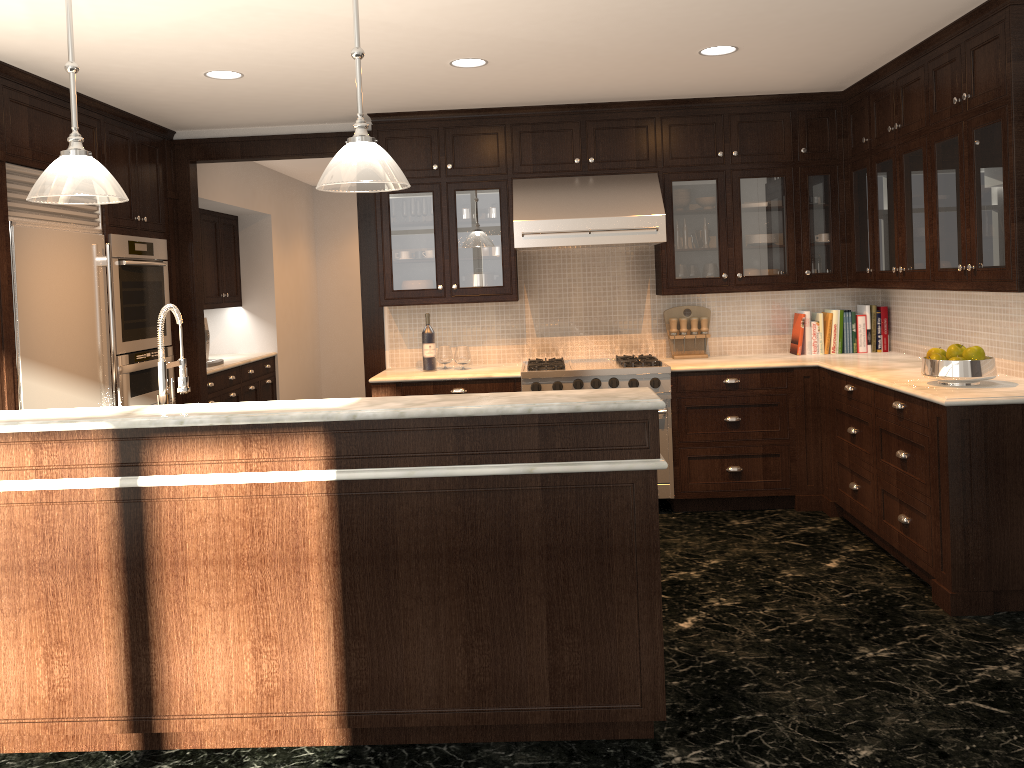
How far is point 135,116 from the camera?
5.36m

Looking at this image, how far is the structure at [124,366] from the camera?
5.2m

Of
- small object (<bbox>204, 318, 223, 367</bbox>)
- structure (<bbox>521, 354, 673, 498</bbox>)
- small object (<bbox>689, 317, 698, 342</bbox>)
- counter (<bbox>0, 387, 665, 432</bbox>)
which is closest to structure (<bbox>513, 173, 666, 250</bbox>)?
small object (<bbox>689, 317, 698, 342</bbox>)

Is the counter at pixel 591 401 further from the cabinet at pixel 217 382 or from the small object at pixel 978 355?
the cabinet at pixel 217 382

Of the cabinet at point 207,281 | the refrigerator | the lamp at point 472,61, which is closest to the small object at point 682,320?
the lamp at point 472,61

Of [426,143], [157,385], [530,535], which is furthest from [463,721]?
[426,143]

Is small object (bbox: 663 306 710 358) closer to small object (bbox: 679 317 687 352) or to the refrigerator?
small object (bbox: 679 317 687 352)

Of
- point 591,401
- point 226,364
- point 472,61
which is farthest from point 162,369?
point 226,364

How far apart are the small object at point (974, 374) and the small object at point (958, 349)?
0.1m

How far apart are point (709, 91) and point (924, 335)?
1.95m
